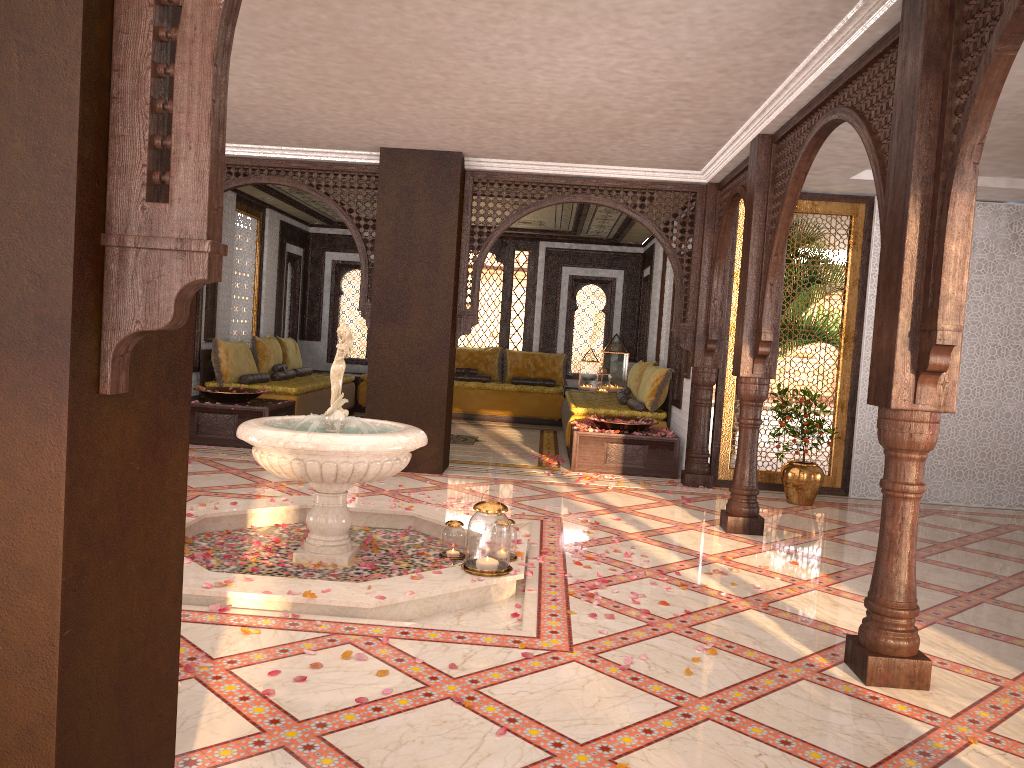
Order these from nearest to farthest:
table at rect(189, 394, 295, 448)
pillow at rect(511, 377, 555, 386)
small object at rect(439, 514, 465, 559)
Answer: small object at rect(439, 514, 465, 559) → table at rect(189, 394, 295, 448) → pillow at rect(511, 377, 555, 386)

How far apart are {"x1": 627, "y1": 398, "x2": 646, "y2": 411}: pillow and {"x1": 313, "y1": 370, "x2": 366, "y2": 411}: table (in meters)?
4.73

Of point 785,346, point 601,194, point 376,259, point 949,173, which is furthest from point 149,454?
point 785,346

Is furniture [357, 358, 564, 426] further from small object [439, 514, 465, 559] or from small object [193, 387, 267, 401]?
small object [439, 514, 465, 559]

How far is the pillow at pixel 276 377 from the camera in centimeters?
1092cm

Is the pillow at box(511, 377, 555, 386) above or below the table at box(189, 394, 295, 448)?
above

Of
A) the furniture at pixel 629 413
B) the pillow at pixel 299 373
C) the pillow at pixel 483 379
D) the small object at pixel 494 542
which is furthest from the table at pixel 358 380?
the small object at pixel 494 542

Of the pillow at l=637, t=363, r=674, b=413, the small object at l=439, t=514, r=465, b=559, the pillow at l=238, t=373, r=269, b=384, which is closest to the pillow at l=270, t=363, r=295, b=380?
the pillow at l=238, t=373, r=269, b=384

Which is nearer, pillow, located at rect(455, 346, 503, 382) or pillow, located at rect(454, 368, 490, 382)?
pillow, located at rect(454, 368, 490, 382)

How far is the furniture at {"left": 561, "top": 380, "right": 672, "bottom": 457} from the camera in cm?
961
